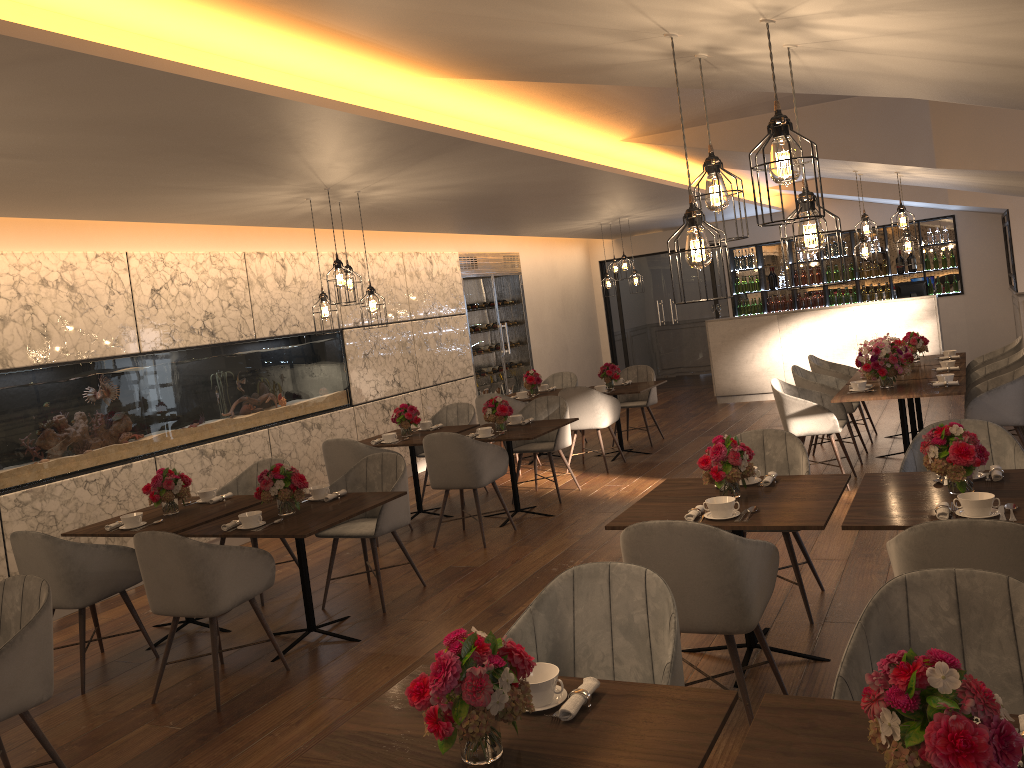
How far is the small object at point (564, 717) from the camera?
2.1 meters

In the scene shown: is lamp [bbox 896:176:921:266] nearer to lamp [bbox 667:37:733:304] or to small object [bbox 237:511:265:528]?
lamp [bbox 667:37:733:304]

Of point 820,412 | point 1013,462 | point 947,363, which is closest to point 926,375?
point 947,363

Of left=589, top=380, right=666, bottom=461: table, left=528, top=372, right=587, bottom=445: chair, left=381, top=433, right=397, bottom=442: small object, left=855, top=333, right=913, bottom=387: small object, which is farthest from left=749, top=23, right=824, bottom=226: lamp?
left=528, top=372, right=587, bottom=445: chair

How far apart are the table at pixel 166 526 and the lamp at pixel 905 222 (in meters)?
5.30

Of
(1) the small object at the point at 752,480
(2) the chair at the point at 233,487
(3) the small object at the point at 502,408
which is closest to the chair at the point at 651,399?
(3) the small object at the point at 502,408

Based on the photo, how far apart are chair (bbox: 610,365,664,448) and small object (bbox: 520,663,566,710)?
7.64m

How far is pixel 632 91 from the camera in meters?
5.3 m

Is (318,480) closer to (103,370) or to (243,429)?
(243,429)

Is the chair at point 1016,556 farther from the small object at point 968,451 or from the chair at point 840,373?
the chair at point 840,373
